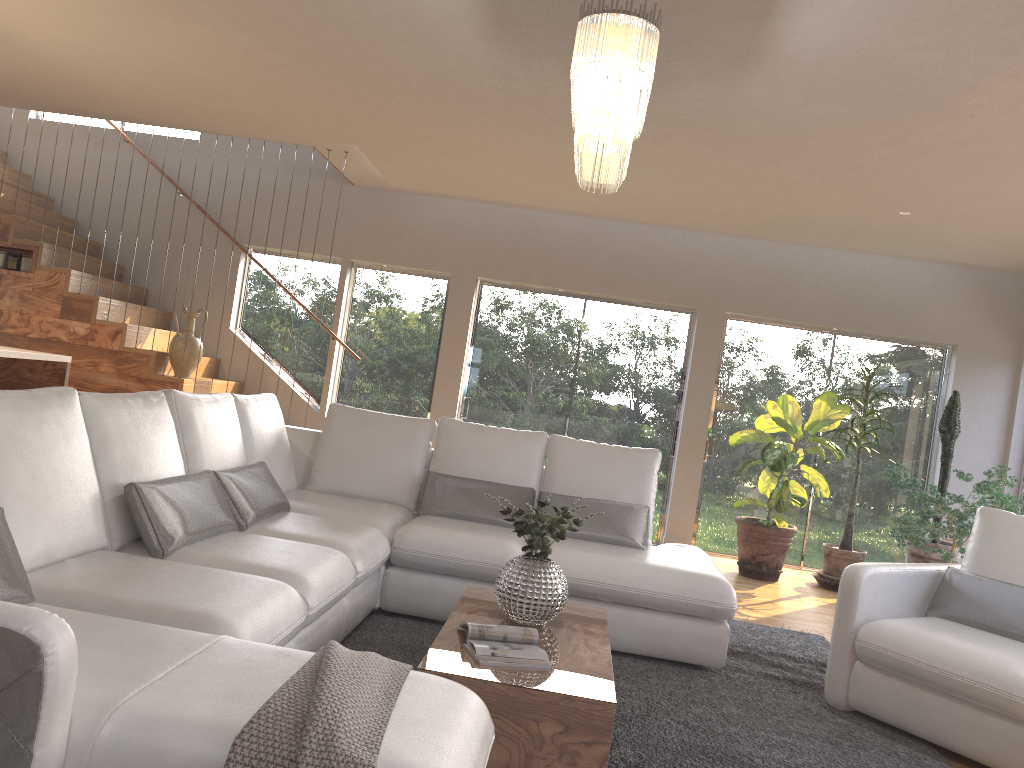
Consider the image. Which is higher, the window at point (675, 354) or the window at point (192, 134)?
the window at point (192, 134)

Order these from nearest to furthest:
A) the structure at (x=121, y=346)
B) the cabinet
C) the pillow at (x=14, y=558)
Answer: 1. the pillow at (x=14, y=558)
2. the cabinet
3. the structure at (x=121, y=346)

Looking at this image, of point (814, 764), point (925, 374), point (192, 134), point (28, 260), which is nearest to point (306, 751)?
point (814, 764)

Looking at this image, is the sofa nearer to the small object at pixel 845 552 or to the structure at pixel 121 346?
the structure at pixel 121 346

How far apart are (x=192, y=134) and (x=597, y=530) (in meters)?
5.93

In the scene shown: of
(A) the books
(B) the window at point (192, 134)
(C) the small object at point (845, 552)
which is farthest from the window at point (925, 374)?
(B) the window at point (192, 134)

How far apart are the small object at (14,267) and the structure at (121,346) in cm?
7

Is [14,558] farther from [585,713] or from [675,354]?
[675,354]

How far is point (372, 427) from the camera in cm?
503

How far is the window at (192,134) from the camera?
8.30m
